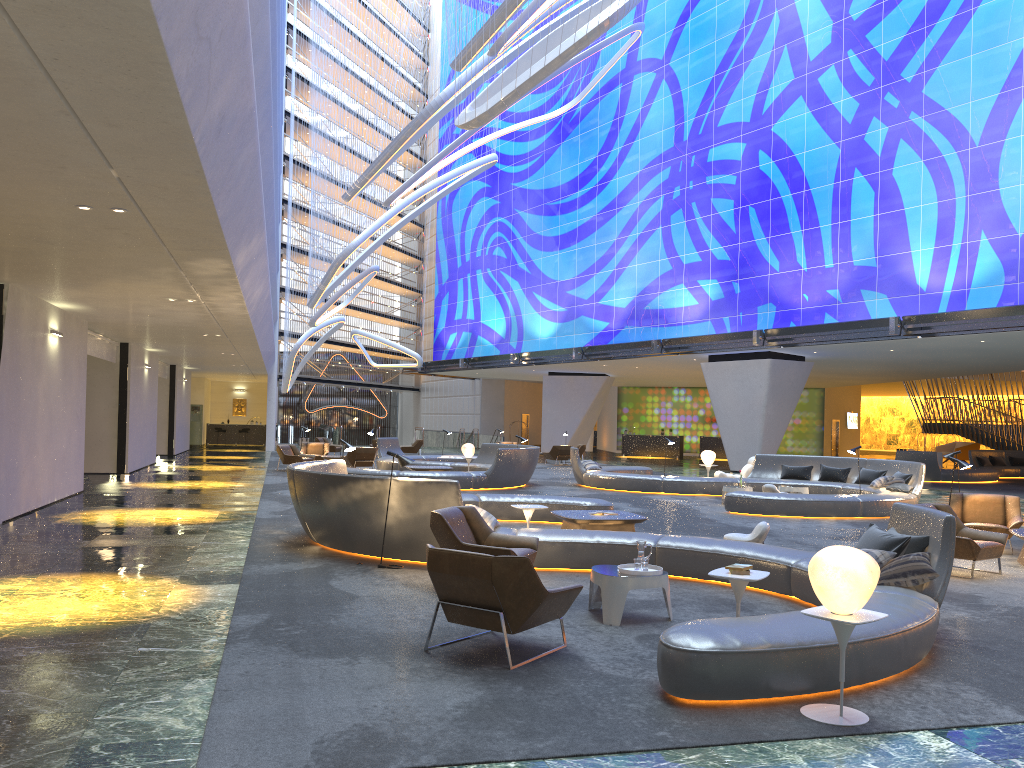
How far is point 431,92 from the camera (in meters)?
29.54

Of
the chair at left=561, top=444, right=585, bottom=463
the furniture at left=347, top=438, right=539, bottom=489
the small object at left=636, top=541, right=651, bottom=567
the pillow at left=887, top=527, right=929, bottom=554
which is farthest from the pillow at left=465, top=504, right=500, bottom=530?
the chair at left=561, top=444, right=585, bottom=463

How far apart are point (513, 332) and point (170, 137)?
38.2 meters

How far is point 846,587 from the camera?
4.88m

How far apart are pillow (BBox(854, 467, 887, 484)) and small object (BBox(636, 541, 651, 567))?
13.75m

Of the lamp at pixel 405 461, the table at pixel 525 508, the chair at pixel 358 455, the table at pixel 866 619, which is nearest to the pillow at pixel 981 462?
the chair at pixel 358 455

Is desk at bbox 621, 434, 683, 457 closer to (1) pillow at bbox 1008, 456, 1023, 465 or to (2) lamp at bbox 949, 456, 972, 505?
(1) pillow at bbox 1008, 456, 1023, 465

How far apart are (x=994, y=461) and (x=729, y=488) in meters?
19.4 m

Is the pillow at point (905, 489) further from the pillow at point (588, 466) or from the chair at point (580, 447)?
the chair at point (580, 447)

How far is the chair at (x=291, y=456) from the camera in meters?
25.6 m
